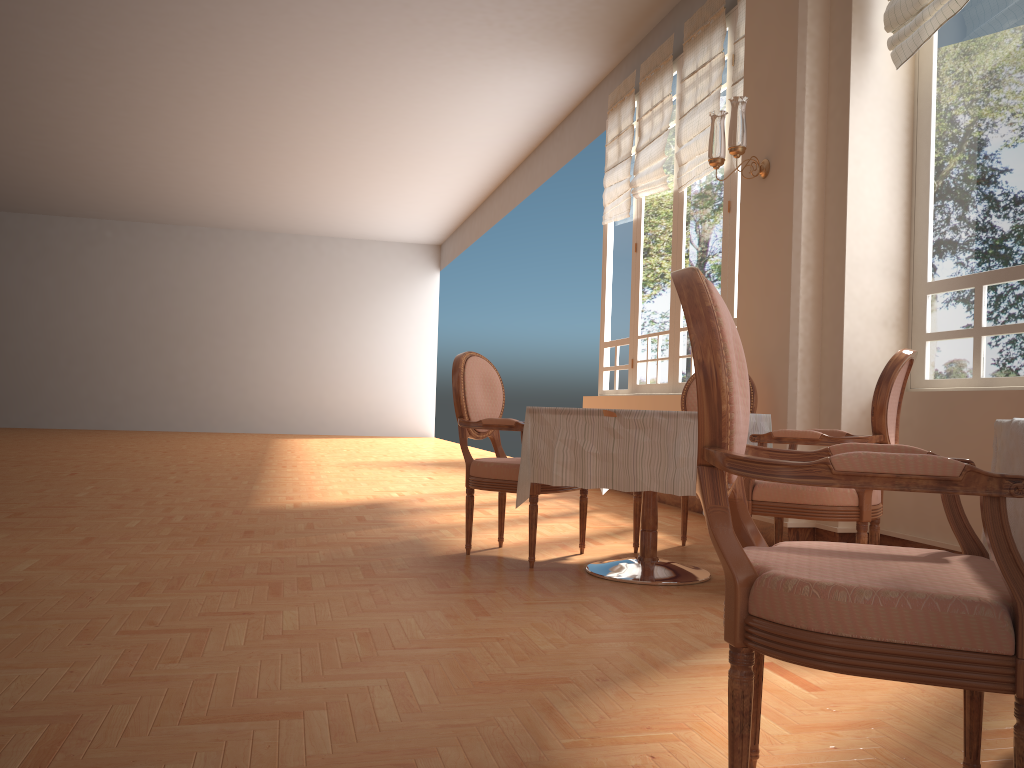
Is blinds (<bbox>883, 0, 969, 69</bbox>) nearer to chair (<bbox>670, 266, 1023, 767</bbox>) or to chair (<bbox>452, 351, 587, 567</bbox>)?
chair (<bbox>452, 351, 587, 567</bbox>)

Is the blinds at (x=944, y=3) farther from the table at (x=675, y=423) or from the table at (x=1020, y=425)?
the table at (x=1020, y=425)

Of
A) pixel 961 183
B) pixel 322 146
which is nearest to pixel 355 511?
pixel 961 183

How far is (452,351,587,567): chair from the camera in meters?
3.8 m

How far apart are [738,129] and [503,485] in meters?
2.2 m

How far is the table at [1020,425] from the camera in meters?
1.5 m

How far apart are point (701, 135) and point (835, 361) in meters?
2.7 m

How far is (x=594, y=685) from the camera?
2.2m

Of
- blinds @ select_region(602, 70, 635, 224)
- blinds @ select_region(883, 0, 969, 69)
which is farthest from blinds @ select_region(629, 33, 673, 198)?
blinds @ select_region(883, 0, 969, 69)

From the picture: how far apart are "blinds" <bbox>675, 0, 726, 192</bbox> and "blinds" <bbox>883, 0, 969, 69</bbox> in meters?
2.1 m
